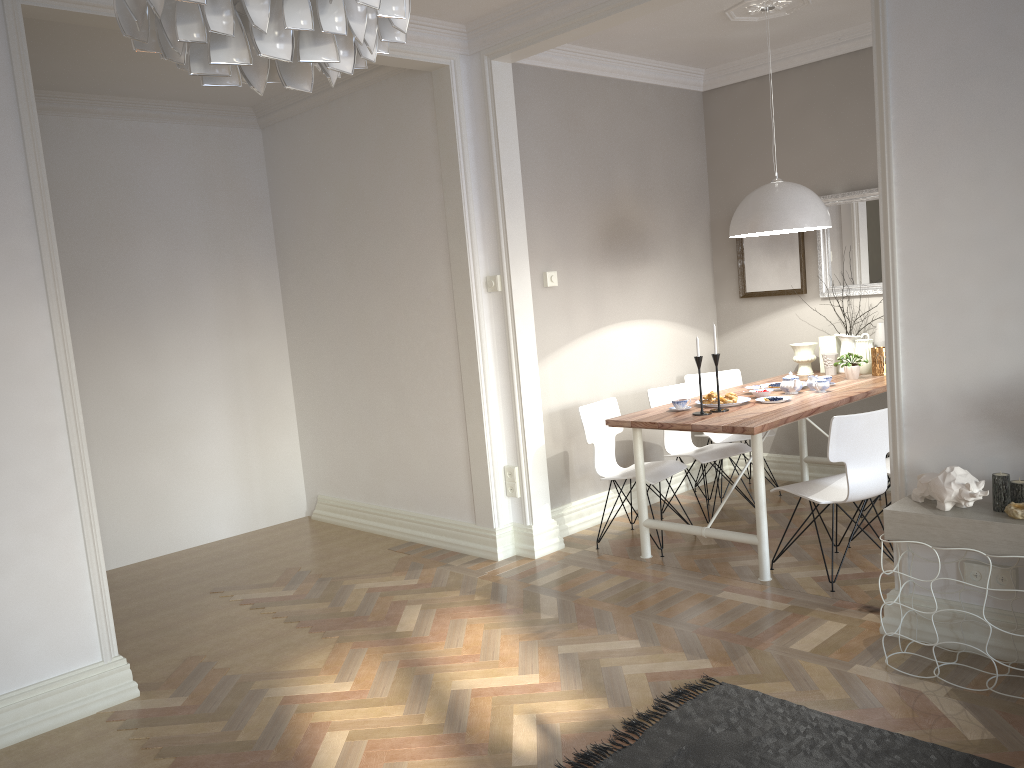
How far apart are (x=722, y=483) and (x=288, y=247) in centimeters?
336cm

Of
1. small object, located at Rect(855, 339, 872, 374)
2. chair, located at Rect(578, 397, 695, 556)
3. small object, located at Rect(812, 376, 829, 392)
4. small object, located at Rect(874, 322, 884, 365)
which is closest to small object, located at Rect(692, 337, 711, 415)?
chair, located at Rect(578, 397, 695, 556)

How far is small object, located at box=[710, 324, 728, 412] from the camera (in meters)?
4.39

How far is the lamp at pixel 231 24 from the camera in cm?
101

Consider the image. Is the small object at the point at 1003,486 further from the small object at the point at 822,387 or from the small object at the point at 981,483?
the small object at the point at 822,387

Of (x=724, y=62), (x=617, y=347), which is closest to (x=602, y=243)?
(x=617, y=347)

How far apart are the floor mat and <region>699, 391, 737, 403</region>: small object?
1.81m

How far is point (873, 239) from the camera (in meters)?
5.39

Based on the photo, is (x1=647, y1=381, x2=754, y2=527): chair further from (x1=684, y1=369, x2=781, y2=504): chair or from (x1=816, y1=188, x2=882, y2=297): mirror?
(x1=816, y1=188, x2=882, y2=297): mirror

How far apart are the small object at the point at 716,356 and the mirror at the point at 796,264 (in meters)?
1.65
